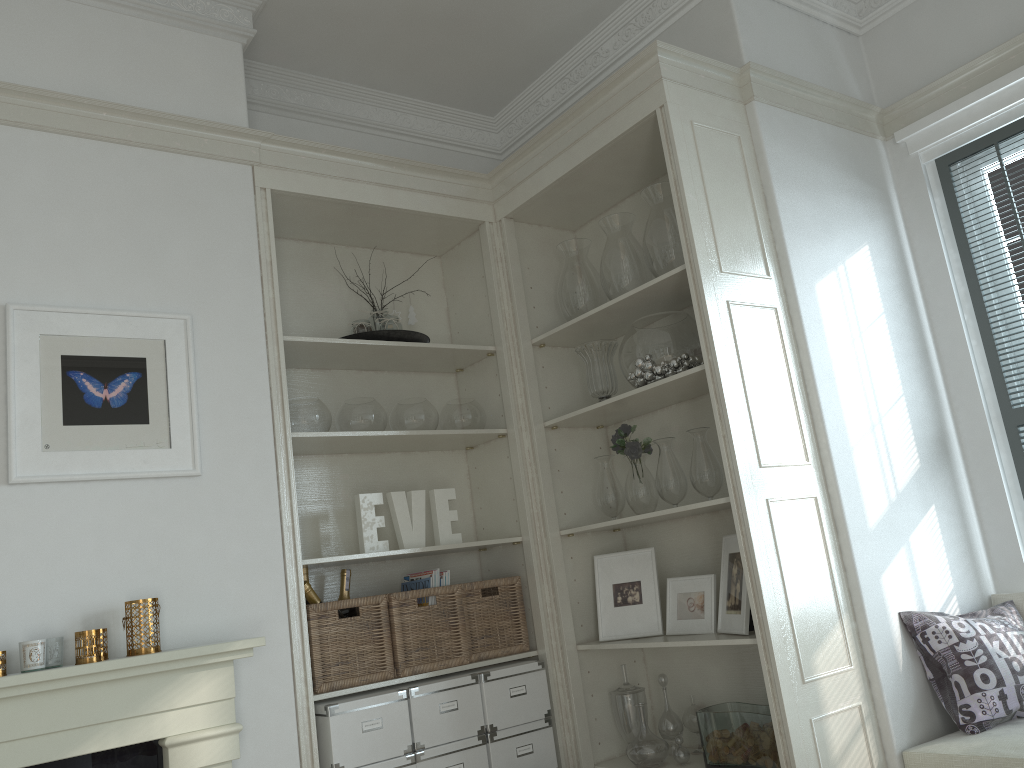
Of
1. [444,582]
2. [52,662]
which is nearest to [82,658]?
[52,662]

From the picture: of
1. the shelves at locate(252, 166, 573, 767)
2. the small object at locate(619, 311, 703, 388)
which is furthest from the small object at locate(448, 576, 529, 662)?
the small object at locate(619, 311, 703, 388)

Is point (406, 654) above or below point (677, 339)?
below

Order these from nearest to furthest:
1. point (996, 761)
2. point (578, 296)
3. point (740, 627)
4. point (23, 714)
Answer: point (23, 714)
point (996, 761)
point (740, 627)
point (578, 296)

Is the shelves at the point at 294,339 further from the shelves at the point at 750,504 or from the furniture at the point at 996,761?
the furniture at the point at 996,761

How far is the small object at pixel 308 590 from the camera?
2.8m

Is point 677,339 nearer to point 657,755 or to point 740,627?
point 740,627

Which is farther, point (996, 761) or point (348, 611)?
point (348, 611)

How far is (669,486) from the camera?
3.0 meters

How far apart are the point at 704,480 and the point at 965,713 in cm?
99
